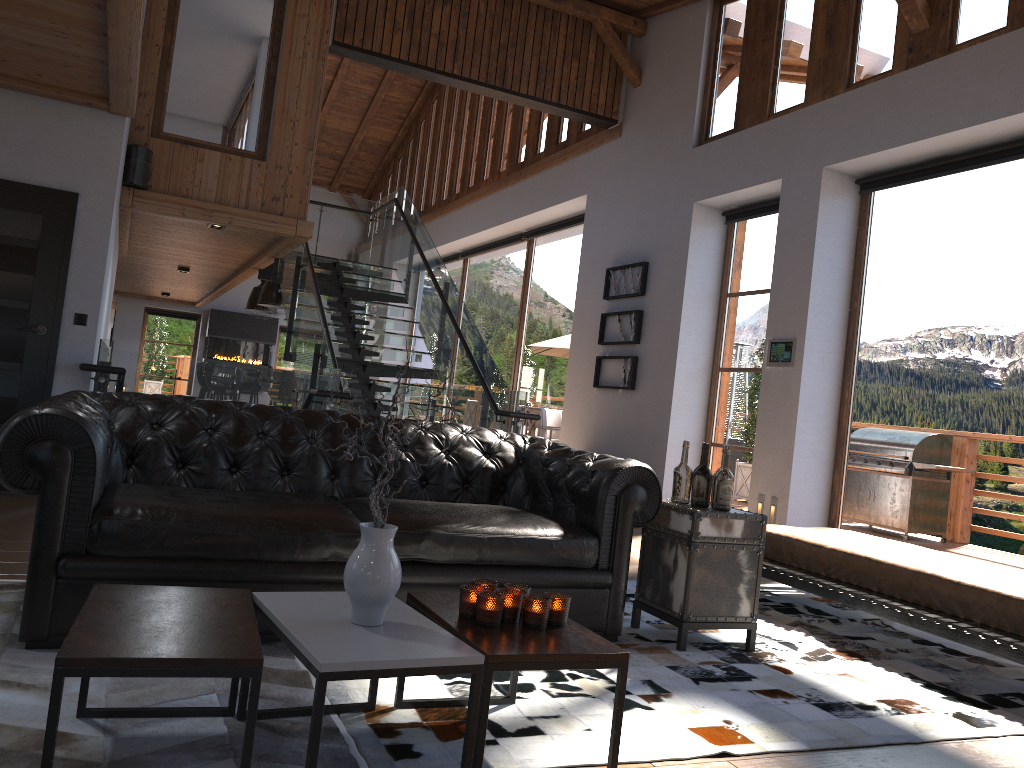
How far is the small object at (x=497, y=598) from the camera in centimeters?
239cm

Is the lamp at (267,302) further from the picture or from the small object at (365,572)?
the small object at (365,572)

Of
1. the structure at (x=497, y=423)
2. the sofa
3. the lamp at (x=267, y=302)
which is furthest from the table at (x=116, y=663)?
the lamp at (x=267, y=302)

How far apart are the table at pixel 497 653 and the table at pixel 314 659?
0.02m

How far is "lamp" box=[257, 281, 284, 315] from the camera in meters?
14.9 m

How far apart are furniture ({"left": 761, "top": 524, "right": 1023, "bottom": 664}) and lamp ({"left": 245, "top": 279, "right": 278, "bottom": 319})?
13.0 meters

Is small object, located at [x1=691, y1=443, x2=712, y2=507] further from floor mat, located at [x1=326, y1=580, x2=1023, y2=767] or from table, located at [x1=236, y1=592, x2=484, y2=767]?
table, located at [x1=236, y1=592, x2=484, y2=767]

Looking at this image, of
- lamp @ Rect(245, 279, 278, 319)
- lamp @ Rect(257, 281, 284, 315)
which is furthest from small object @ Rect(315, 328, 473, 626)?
lamp @ Rect(245, 279, 278, 319)

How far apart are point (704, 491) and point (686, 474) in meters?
0.1 m

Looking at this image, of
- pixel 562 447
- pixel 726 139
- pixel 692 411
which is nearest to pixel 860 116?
pixel 726 139
